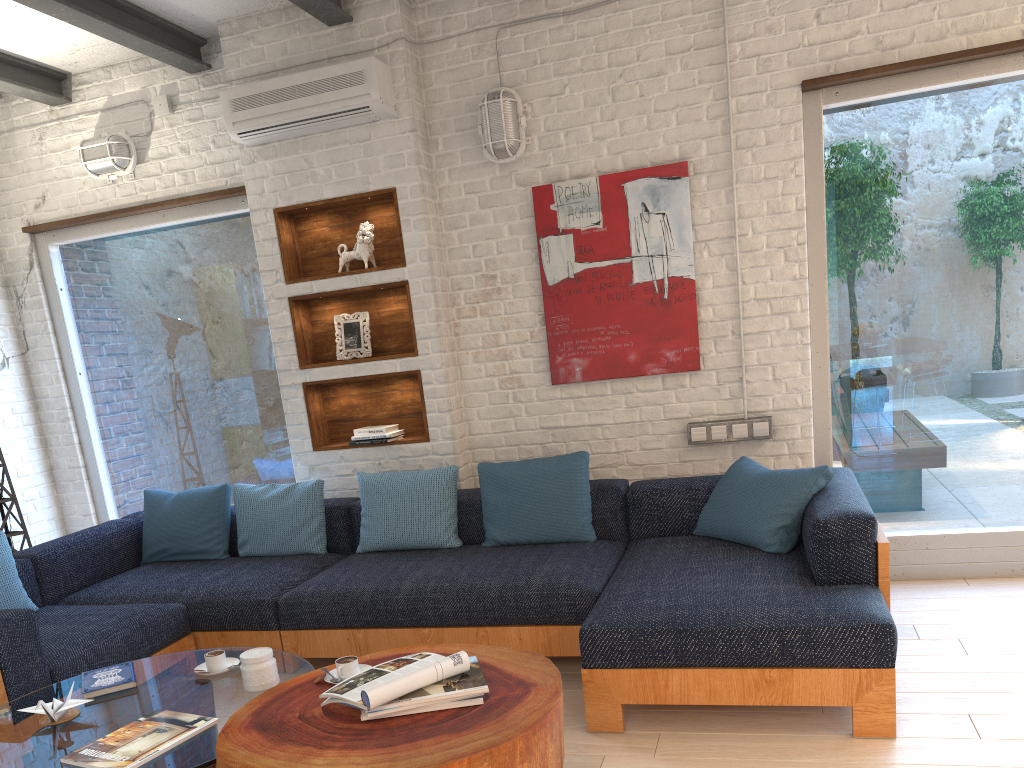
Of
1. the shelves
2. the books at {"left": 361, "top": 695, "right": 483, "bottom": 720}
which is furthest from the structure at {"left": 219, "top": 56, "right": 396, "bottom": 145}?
→ the books at {"left": 361, "top": 695, "right": 483, "bottom": 720}

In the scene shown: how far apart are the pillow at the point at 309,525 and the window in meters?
0.5 m

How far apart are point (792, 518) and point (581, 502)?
0.94m

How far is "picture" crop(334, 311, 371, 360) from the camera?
4.7 meters

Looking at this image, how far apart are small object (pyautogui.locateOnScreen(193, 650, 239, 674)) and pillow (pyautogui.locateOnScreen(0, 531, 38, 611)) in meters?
1.4

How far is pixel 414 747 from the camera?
1.97m

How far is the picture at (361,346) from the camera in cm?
471

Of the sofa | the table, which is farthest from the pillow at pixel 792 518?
the table

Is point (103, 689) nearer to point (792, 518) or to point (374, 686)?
point (374, 686)

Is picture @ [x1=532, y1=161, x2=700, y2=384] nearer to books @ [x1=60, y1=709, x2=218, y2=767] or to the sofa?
the sofa
